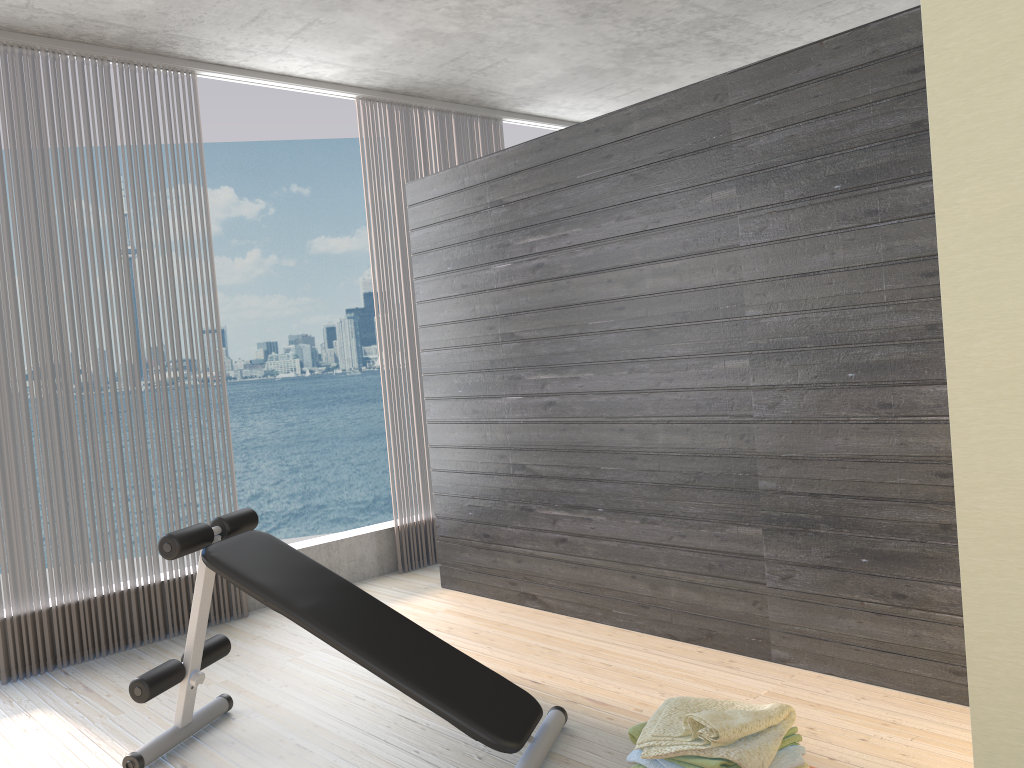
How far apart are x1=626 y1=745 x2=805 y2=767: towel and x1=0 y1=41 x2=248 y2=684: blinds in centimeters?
261cm

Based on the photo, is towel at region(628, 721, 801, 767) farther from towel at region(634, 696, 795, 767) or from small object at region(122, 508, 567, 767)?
small object at region(122, 508, 567, 767)

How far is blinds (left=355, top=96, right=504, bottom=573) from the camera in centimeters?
515cm

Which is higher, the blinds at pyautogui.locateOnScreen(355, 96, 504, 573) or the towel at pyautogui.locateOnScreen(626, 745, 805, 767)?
the blinds at pyautogui.locateOnScreen(355, 96, 504, 573)

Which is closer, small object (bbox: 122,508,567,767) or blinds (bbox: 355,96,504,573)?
small object (bbox: 122,508,567,767)

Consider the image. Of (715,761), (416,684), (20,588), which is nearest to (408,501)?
(20,588)

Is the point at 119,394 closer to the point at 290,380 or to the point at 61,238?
the point at 61,238

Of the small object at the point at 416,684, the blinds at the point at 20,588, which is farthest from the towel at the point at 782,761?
the blinds at the point at 20,588

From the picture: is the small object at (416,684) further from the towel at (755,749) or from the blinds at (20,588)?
the blinds at (20,588)

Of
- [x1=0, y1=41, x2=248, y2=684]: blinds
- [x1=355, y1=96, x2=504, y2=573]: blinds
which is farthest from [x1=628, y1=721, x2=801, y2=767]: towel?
[x1=355, y1=96, x2=504, y2=573]: blinds
